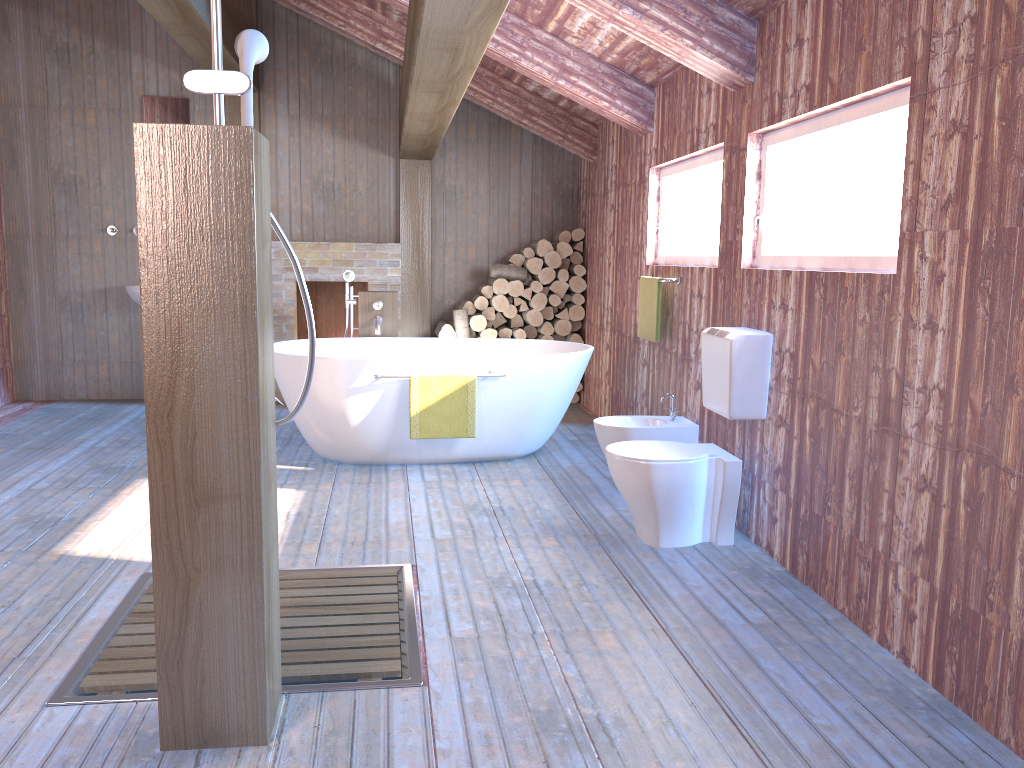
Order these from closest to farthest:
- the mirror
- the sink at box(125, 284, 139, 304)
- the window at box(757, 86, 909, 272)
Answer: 1. the window at box(757, 86, 909, 272)
2. the sink at box(125, 284, 139, 304)
3. the mirror

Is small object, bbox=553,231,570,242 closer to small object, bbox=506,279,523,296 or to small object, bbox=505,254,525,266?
small object, bbox=505,254,525,266

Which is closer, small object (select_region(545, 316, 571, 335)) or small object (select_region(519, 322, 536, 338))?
small object (select_region(545, 316, 571, 335))

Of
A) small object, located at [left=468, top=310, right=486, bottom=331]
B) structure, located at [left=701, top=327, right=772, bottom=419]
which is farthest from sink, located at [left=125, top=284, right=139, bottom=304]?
structure, located at [left=701, top=327, right=772, bottom=419]

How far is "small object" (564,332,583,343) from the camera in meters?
7.2

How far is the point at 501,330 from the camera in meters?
7.2

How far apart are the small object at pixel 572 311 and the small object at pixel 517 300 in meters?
0.4

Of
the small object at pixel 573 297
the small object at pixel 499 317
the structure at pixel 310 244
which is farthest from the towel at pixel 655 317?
the structure at pixel 310 244

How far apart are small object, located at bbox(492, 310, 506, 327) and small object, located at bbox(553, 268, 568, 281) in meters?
0.6 m

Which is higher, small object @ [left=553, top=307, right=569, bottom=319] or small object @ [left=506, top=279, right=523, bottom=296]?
small object @ [left=506, top=279, right=523, bottom=296]
